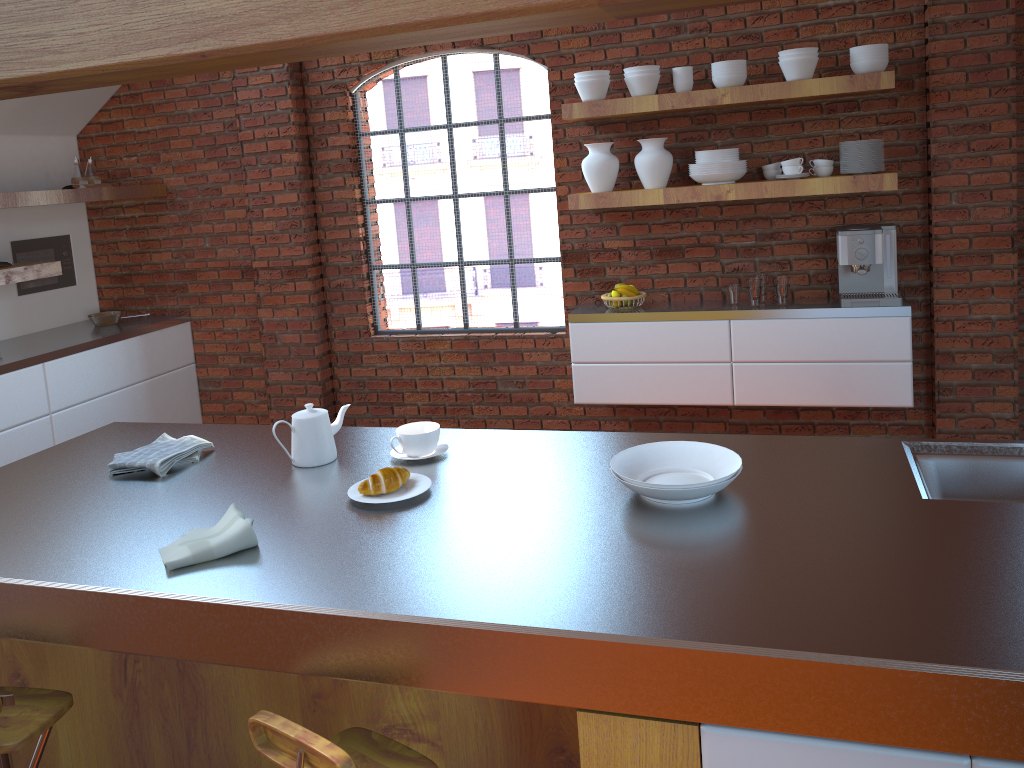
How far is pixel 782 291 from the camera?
4.2 meters

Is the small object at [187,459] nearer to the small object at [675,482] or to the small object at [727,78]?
the small object at [675,482]

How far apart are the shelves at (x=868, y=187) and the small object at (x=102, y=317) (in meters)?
2.97

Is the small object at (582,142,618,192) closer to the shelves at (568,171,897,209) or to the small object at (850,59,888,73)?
the shelves at (568,171,897,209)

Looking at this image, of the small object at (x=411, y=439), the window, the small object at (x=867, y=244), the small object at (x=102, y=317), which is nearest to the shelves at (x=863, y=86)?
the window

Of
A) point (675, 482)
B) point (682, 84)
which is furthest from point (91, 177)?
point (675, 482)

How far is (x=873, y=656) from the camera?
1.3m

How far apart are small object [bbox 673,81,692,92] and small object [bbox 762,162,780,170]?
0.54m

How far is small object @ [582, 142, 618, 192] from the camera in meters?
4.3

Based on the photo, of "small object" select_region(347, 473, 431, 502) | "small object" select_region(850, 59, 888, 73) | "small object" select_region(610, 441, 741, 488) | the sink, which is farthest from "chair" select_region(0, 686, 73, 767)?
"small object" select_region(850, 59, 888, 73)
